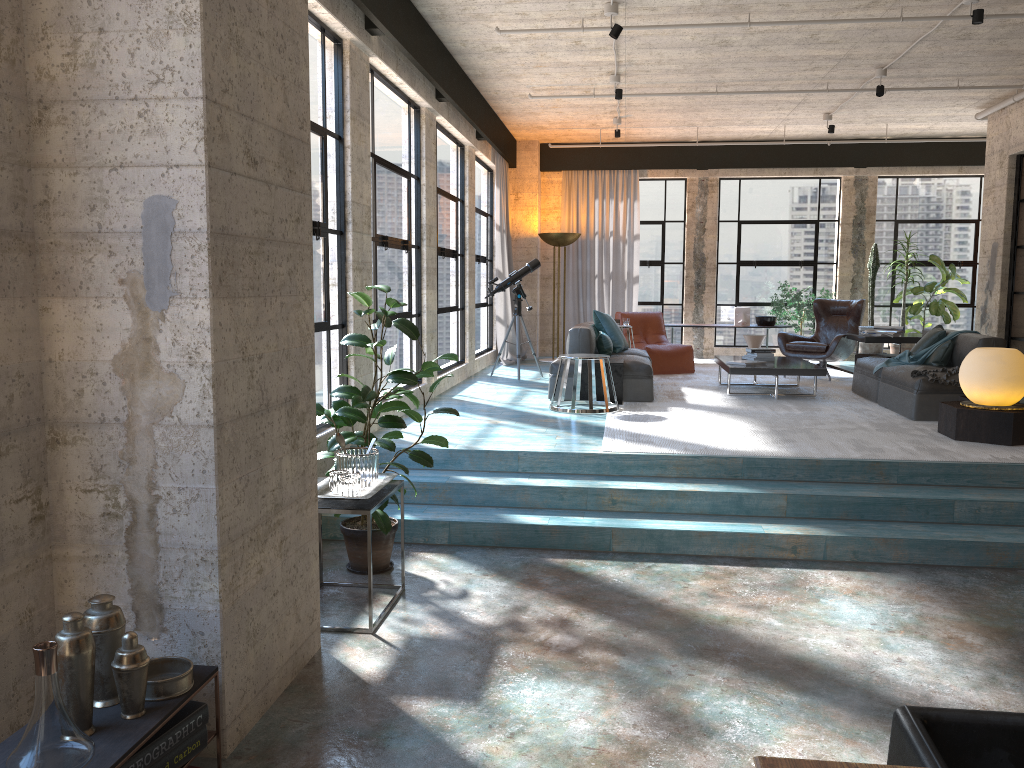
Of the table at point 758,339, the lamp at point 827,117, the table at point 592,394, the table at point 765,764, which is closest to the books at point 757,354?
the table at point 592,394

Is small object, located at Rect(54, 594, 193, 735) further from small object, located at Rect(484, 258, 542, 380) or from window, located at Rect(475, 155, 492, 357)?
window, located at Rect(475, 155, 492, 357)

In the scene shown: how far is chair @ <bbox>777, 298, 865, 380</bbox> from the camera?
10.2m

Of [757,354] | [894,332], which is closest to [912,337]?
[894,332]

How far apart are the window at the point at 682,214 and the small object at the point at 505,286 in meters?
3.7

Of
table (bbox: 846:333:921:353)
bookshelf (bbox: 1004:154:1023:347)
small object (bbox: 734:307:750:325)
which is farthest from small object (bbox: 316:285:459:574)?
small object (bbox: 734:307:750:325)

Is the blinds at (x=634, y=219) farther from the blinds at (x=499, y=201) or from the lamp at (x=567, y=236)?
the blinds at (x=499, y=201)

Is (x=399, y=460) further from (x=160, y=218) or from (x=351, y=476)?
(x=160, y=218)

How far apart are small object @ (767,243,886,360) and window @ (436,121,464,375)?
4.9 meters

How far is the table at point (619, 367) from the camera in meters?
8.3
